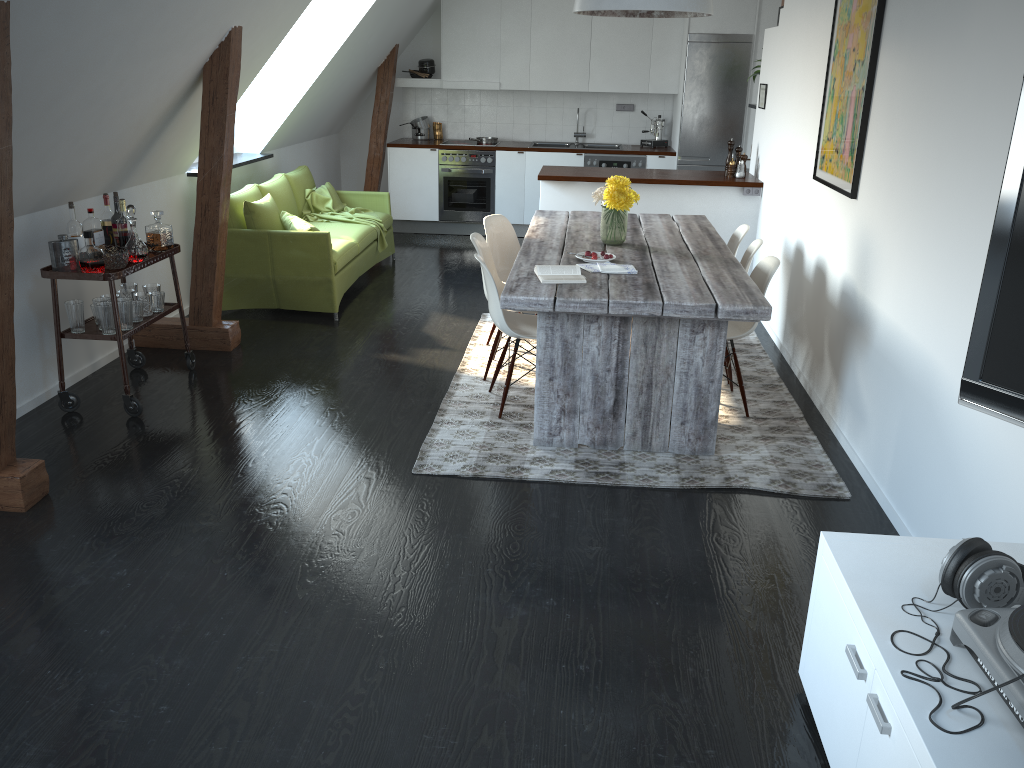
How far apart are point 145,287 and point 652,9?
2.99m

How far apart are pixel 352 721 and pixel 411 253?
6.3m

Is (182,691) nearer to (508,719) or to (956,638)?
(508,719)

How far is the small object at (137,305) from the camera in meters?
4.6 m

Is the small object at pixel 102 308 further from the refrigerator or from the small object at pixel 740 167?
the refrigerator

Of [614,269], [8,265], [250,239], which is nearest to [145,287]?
[250,239]

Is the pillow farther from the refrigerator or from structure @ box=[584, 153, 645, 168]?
the refrigerator

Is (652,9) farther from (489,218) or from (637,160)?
(637,160)

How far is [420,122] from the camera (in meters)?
9.41

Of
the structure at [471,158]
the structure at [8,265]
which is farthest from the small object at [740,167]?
the structure at [8,265]
